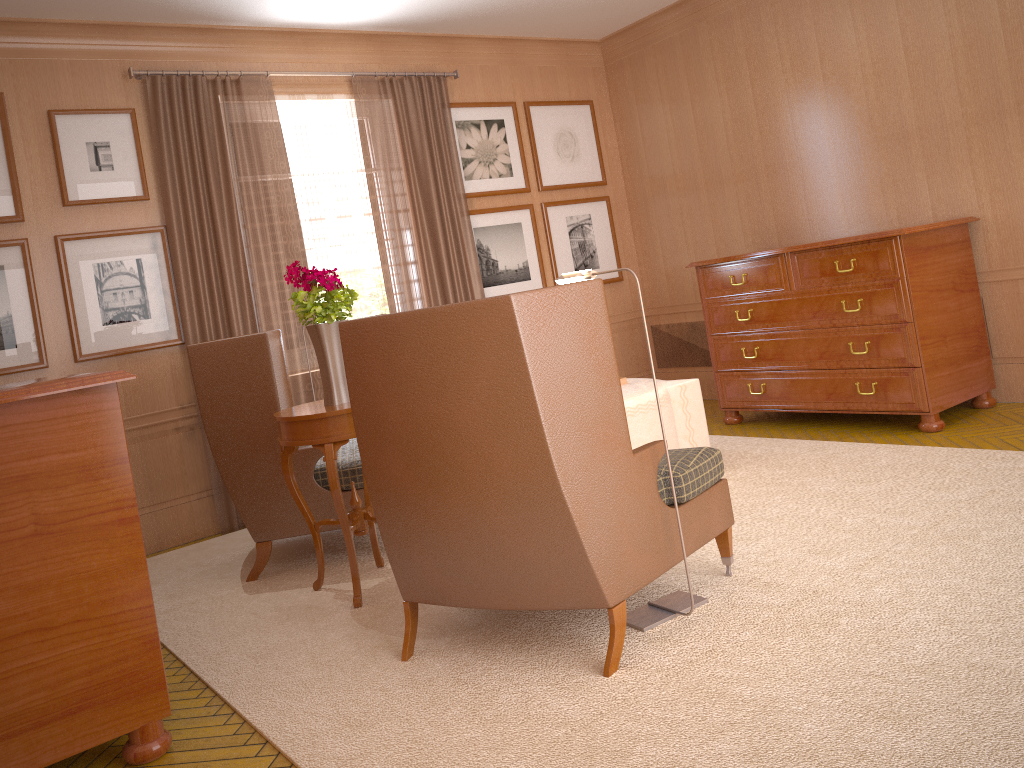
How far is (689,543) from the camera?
5.2 meters

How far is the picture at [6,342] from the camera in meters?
8.2

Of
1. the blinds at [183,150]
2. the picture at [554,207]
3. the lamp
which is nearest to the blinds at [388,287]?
the blinds at [183,150]

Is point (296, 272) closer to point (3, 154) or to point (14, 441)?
point (14, 441)

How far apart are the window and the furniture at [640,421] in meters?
3.4 m

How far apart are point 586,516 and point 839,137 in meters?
7.1

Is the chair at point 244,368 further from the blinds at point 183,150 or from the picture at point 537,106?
the picture at point 537,106

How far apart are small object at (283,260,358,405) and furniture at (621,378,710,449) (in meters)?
2.50

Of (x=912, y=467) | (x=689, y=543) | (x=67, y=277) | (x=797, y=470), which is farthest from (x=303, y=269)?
(x=912, y=467)

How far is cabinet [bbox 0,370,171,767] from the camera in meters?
4.2 m
